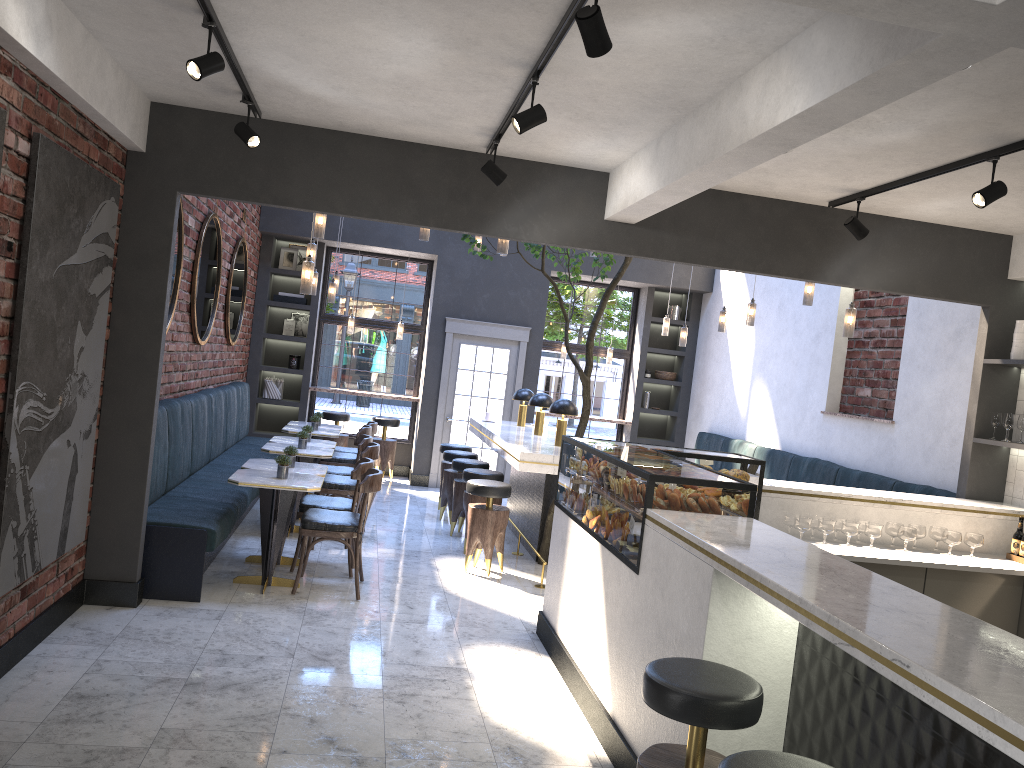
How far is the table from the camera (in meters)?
5.91

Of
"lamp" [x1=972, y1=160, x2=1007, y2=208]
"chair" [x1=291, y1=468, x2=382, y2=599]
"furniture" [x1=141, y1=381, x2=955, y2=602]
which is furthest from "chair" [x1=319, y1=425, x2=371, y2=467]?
"lamp" [x1=972, y1=160, x2=1007, y2=208]

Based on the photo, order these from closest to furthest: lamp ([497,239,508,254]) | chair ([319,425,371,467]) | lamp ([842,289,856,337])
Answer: lamp ([497,239,508,254]) < lamp ([842,289,856,337]) < chair ([319,425,371,467])

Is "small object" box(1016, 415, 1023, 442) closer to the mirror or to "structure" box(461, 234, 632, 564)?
"structure" box(461, 234, 632, 564)

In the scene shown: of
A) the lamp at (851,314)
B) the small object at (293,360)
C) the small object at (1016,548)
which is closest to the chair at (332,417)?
the small object at (293,360)

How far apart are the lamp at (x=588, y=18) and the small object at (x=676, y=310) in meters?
9.8

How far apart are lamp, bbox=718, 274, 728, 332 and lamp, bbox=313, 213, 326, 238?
4.37m

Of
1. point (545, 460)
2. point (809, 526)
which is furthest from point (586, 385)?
point (809, 526)

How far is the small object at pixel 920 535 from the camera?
5.50m

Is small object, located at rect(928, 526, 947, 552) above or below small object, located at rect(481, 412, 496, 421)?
below
